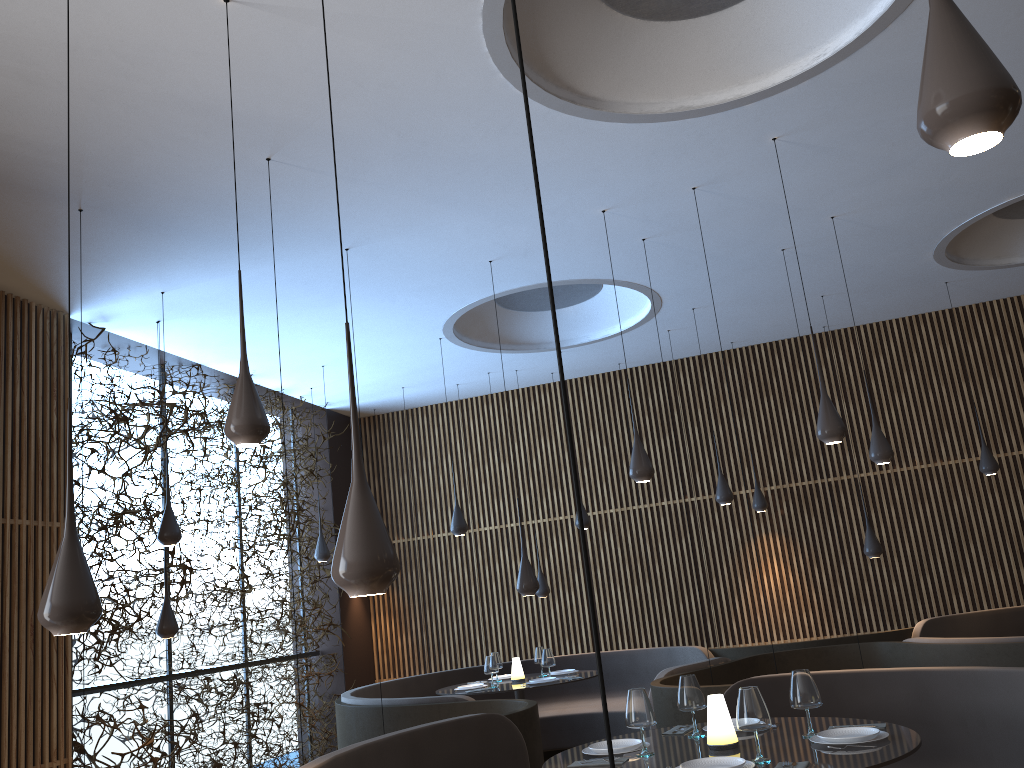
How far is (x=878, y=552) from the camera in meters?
9.3 m

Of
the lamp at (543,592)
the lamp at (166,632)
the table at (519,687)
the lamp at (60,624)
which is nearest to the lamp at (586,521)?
the lamp at (543,592)

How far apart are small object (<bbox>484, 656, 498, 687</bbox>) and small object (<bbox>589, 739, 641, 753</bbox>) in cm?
433

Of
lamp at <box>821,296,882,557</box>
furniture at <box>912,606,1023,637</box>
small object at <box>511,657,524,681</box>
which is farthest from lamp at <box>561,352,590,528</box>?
furniture at <box>912,606,1023,637</box>

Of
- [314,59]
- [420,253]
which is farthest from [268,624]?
[314,59]

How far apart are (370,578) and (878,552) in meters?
8.2

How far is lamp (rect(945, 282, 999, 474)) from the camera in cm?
955

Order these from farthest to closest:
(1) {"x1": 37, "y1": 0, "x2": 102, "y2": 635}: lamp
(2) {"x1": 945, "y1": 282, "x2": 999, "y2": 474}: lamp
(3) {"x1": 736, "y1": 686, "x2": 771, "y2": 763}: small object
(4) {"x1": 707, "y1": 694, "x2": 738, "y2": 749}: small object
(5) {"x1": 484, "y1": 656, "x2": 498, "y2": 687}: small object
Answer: (2) {"x1": 945, "y1": 282, "x2": 999, "y2": 474}: lamp
(5) {"x1": 484, "y1": 656, "x2": 498, "y2": 687}: small object
(4) {"x1": 707, "y1": 694, "x2": 738, "y2": 749}: small object
(3) {"x1": 736, "y1": 686, "x2": 771, "y2": 763}: small object
(1) {"x1": 37, "y1": 0, "x2": 102, "y2": 635}: lamp

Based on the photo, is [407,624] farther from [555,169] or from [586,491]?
[555,169]

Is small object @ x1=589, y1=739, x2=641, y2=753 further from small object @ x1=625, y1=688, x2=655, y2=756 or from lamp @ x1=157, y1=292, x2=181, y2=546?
lamp @ x1=157, y1=292, x2=181, y2=546
